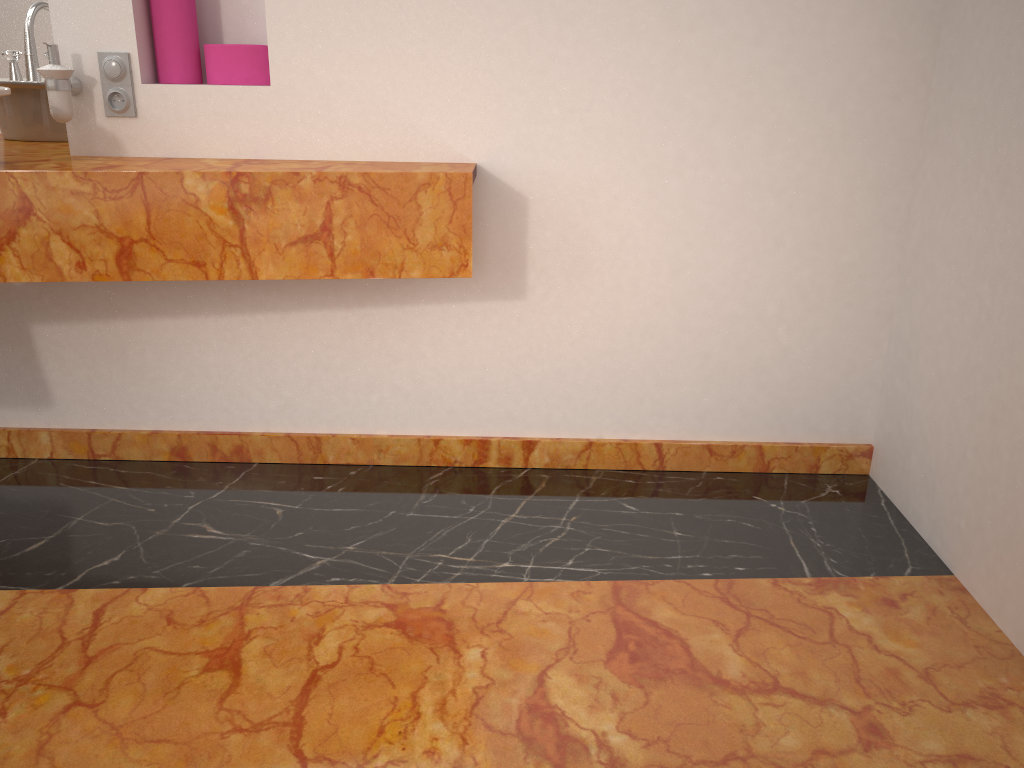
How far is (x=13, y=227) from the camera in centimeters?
186cm

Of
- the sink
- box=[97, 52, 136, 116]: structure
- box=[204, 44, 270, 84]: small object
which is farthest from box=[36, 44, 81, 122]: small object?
box=[204, 44, 270, 84]: small object

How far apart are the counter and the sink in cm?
15

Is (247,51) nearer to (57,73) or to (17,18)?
(57,73)

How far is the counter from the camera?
1.9 meters

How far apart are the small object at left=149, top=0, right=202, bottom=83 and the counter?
0.2 meters

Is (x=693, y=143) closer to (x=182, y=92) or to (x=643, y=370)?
(x=643, y=370)

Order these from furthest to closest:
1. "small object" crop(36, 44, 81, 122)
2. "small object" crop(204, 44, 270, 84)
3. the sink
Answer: "small object" crop(204, 44, 270, 84)
"small object" crop(36, 44, 81, 122)
the sink

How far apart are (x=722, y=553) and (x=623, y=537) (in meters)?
0.22

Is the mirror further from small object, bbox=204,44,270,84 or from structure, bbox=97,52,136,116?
small object, bbox=204,44,270,84
